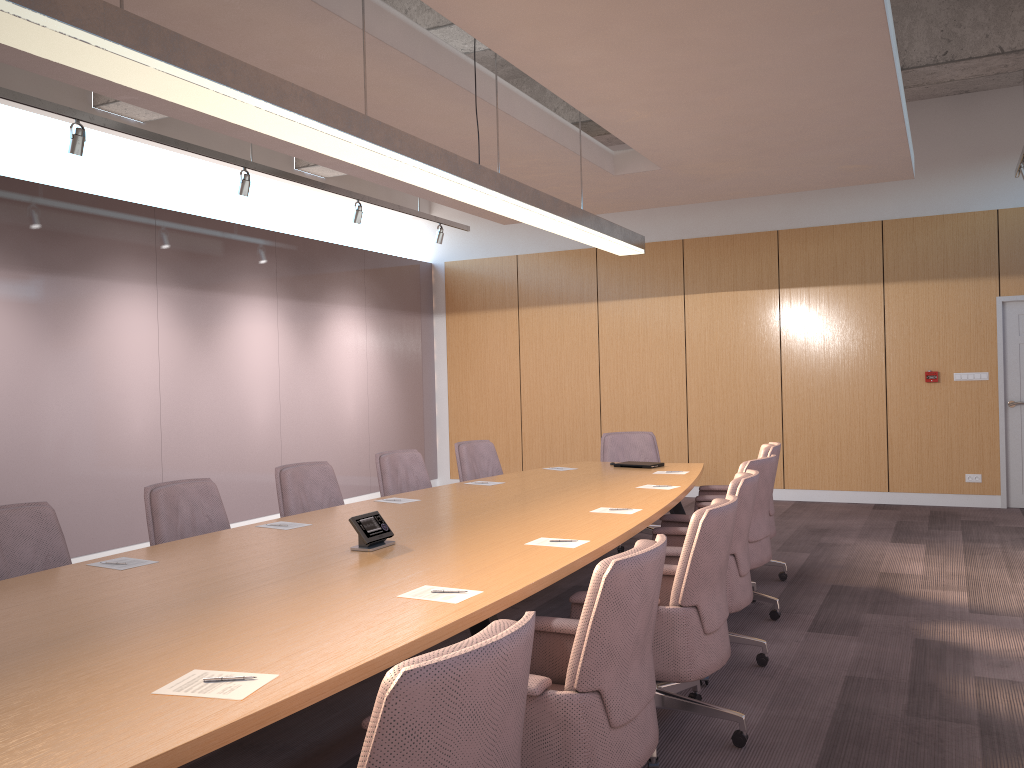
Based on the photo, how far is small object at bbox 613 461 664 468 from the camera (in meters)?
6.61

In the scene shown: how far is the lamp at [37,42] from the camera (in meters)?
2.43

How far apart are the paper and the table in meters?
0.0 m

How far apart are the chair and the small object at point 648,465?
0.4m

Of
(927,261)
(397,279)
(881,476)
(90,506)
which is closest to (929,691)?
(881,476)

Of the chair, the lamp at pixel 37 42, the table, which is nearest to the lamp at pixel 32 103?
the chair

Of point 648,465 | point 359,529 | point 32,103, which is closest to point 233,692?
point 359,529

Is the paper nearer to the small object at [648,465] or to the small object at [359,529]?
the small object at [359,529]

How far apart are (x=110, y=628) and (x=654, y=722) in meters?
1.6 m

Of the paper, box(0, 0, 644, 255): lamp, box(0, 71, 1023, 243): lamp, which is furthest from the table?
box(0, 71, 1023, 243): lamp
